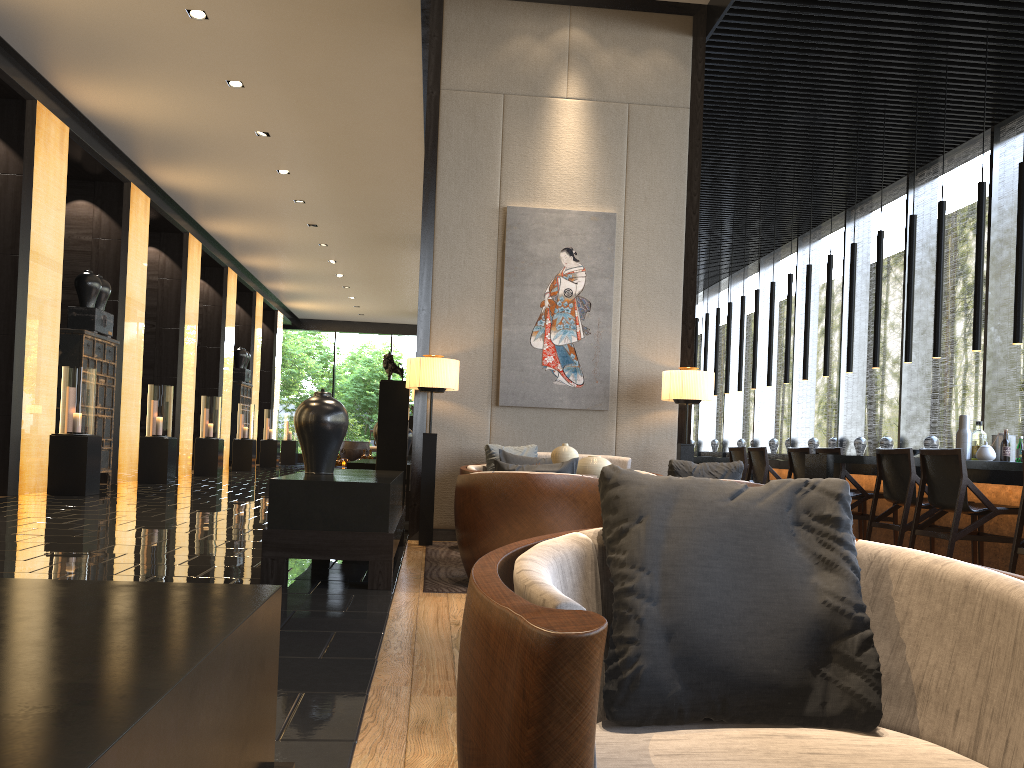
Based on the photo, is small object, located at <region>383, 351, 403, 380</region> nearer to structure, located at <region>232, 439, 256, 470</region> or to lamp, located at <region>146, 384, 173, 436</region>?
lamp, located at <region>146, 384, 173, 436</region>

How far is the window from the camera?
8.33m

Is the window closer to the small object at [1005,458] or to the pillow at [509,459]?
the small object at [1005,458]

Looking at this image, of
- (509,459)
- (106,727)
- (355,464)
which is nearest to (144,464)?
(355,464)

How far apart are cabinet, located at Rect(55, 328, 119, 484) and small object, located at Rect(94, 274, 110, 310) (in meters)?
0.45

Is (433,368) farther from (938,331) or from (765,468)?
(938,331)

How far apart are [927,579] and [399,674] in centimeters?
183cm

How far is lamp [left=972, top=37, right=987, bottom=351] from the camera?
6.6m

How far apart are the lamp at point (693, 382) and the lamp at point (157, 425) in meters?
8.6

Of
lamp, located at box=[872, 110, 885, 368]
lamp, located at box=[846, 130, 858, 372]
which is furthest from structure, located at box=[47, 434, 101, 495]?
lamp, located at box=[872, 110, 885, 368]
